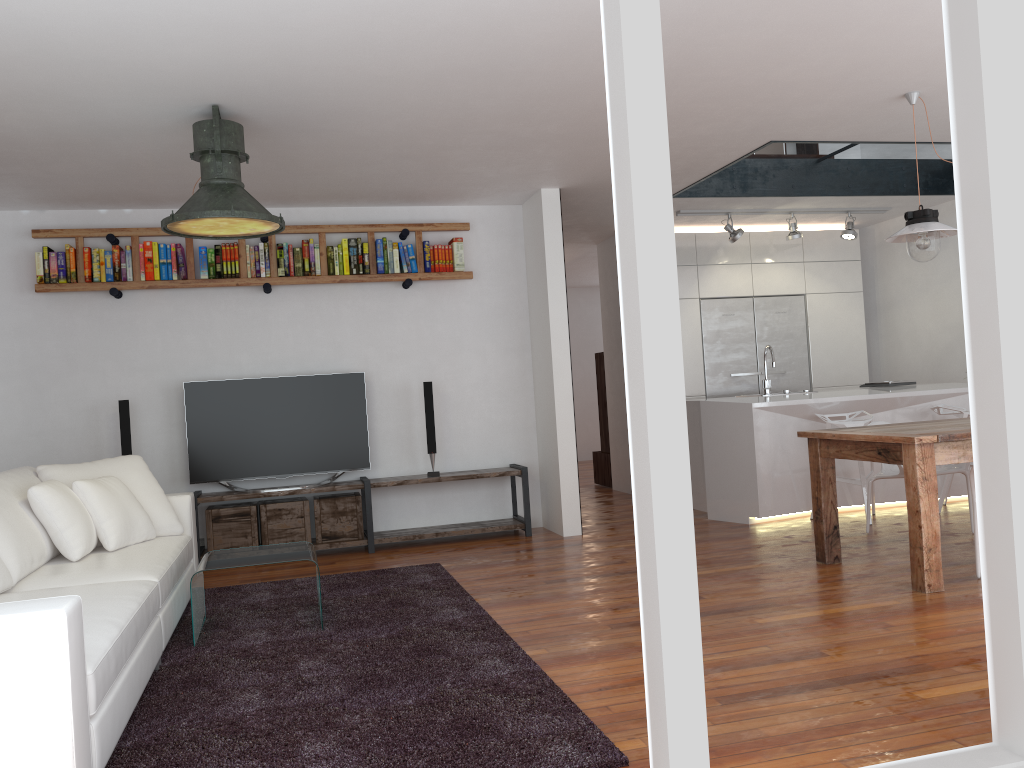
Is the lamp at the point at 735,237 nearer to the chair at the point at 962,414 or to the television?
the chair at the point at 962,414

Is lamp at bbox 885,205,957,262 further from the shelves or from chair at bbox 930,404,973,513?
the shelves

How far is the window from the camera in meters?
6.9 m

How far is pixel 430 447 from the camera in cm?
641

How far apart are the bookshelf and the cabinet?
2.40m

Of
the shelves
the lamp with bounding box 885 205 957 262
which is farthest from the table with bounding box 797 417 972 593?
the shelves

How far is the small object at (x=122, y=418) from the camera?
5.9 meters

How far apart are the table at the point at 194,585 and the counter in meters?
3.3 m

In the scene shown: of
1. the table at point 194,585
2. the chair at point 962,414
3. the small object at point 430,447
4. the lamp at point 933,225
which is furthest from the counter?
the table at point 194,585

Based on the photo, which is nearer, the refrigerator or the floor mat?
the floor mat
